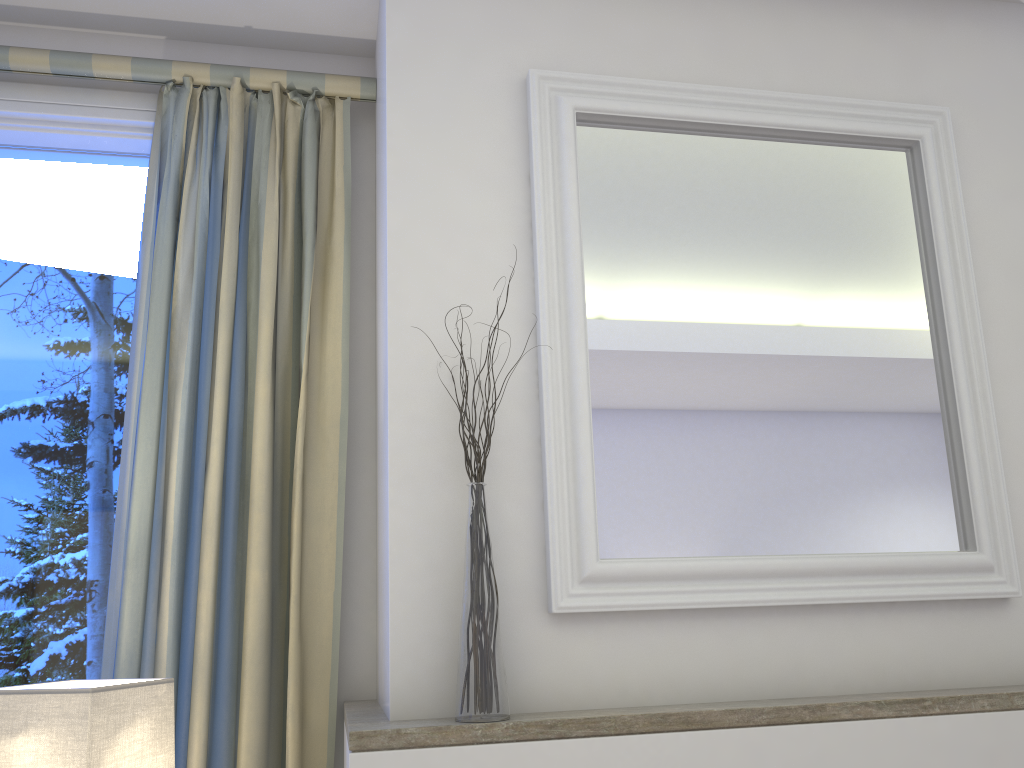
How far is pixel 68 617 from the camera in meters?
1.7

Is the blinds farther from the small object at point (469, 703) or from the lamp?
the small object at point (469, 703)

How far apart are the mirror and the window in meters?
0.8 m

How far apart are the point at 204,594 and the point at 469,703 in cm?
58

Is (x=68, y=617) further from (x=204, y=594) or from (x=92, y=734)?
(x=92, y=734)

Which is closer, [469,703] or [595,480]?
[469,703]

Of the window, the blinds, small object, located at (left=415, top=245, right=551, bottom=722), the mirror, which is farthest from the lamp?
the mirror

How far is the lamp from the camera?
1.2m

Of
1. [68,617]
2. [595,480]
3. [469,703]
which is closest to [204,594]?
[68,617]

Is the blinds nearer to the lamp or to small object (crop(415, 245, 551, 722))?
the lamp
